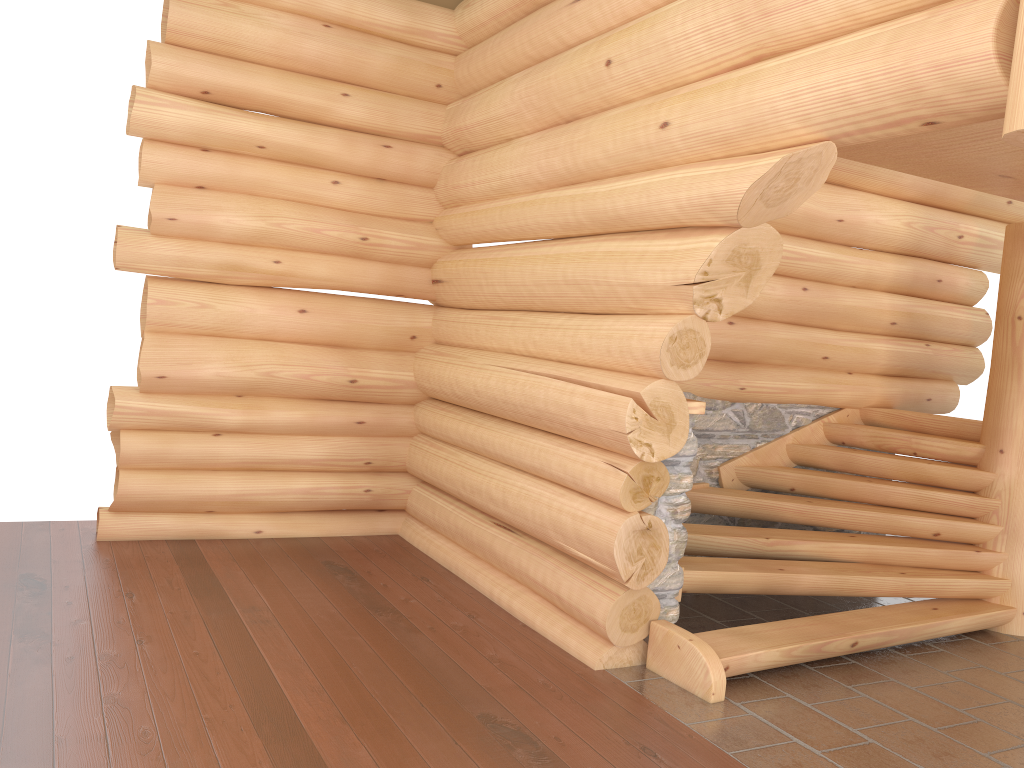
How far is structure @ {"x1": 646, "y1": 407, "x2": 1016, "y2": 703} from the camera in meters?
5.0 m

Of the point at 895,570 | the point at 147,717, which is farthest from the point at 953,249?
the point at 147,717

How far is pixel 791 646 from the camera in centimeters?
497cm

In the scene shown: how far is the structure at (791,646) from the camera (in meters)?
4.97
